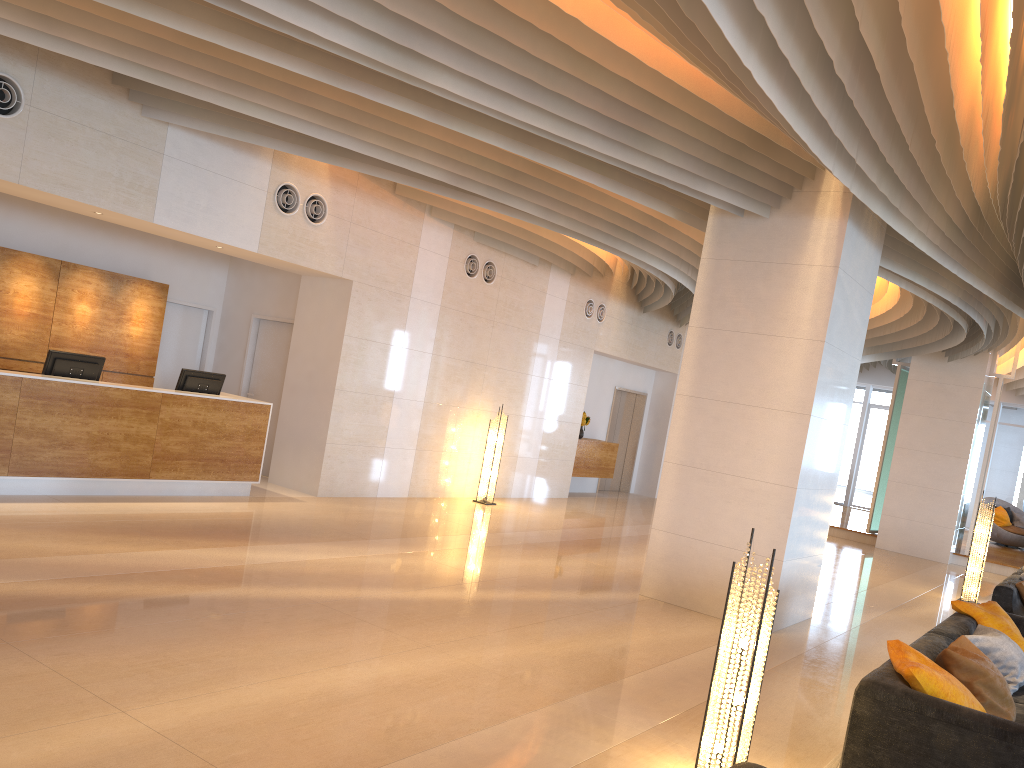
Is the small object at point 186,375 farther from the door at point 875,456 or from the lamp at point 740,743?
the door at point 875,456

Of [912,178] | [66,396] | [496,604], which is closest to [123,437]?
[66,396]

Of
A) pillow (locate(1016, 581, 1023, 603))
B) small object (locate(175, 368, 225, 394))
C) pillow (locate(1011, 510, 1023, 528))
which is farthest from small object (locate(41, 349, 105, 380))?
pillow (locate(1011, 510, 1023, 528))

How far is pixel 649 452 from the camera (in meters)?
18.46

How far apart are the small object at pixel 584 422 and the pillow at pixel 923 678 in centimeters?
1107cm

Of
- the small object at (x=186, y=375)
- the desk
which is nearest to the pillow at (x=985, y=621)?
the desk

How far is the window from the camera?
21.8m

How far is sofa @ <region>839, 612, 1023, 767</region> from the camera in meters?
3.8 m

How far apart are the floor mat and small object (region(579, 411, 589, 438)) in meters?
11.2 m

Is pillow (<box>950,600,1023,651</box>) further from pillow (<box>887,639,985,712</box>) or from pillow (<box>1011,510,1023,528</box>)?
pillow (<box>1011,510,1023,528</box>)
